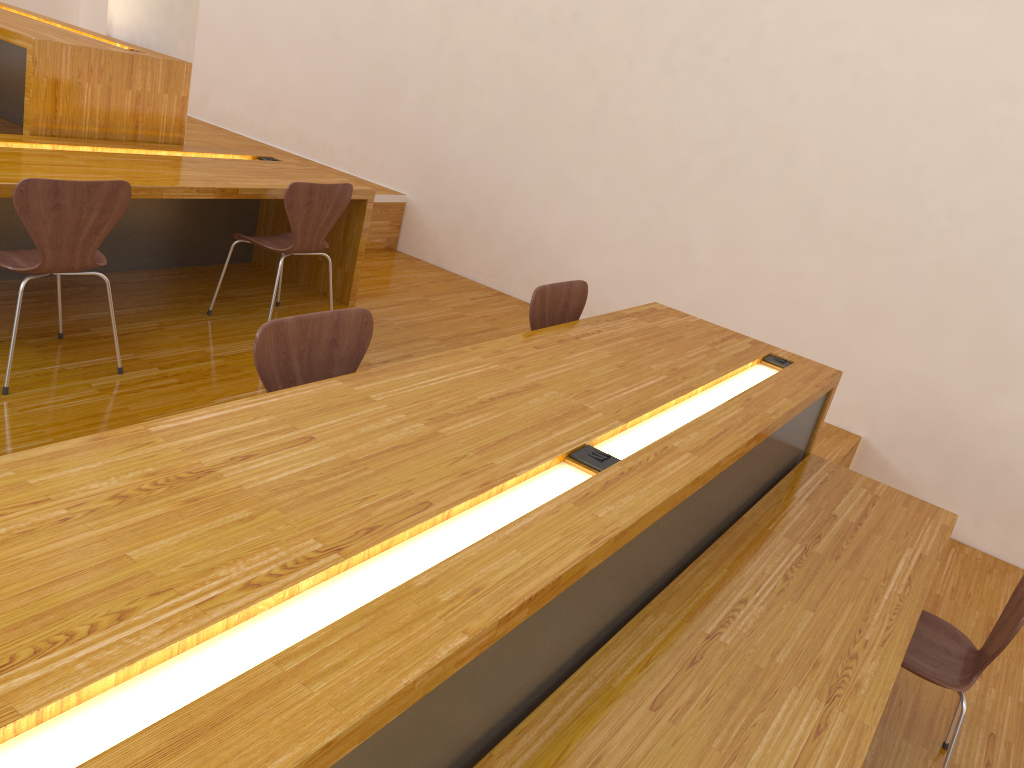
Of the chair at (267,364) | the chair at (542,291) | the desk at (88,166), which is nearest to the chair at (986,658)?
the chair at (542,291)

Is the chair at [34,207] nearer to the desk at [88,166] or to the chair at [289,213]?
the desk at [88,166]

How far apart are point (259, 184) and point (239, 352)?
0.8m

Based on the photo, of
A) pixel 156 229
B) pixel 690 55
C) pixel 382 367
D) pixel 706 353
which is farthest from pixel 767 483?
pixel 156 229

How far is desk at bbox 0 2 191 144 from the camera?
3.6 meters

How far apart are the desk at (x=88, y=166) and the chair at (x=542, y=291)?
1.5m

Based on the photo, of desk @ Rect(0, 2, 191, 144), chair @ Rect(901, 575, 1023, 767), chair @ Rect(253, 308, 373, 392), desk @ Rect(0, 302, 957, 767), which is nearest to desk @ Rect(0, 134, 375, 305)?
desk @ Rect(0, 2, 191, 144)

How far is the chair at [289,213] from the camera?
3.6 meters

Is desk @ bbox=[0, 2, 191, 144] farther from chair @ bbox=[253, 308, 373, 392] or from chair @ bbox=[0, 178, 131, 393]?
chair @ bbox=[253, 308, 373, 392]

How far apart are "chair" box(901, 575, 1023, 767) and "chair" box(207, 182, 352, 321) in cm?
273
